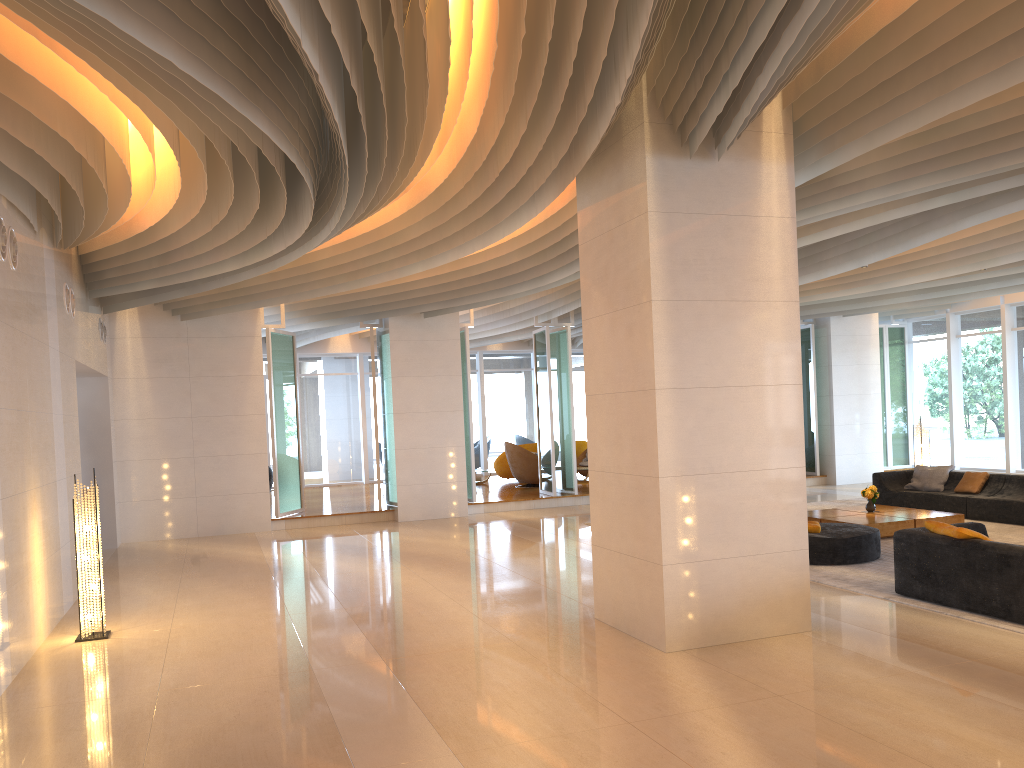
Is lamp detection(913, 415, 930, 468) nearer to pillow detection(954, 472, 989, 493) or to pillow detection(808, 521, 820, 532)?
pillow detection(954, 472, 989, 493)

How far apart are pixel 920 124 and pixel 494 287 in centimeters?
775cm

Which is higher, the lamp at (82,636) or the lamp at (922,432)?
the lamp at (922,432)

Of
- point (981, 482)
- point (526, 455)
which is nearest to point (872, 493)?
point (981, 482)

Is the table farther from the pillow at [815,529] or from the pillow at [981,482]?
the pillow at [981,482]

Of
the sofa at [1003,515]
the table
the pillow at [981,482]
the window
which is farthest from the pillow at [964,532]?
the window

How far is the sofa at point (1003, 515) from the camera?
11.8 meters

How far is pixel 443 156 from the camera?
8.1 meters

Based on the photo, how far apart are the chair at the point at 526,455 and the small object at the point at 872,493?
8.0m

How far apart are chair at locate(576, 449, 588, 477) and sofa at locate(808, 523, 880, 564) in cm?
A: 1060
